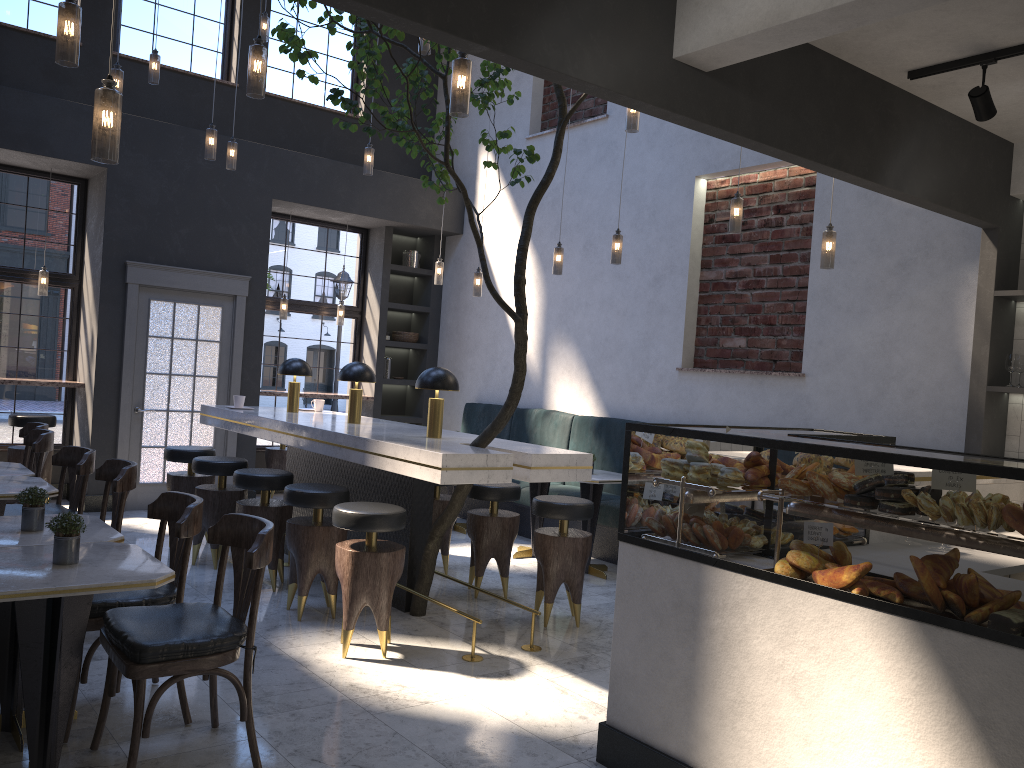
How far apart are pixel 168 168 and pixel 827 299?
5.78m

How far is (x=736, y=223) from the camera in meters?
5.8 m

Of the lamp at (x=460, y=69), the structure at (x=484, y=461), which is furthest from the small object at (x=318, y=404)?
the lamp at (x=460, y=69)

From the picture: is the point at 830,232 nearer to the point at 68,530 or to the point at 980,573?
the point at 980,573

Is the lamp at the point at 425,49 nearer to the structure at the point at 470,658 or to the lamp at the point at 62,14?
the lamp at the point at 62,14

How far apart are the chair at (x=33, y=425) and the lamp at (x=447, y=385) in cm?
181

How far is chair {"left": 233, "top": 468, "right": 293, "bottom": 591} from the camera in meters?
5.4

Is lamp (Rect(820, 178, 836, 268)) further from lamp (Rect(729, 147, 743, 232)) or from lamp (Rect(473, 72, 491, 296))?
lamp (Rect(473, 72, 491, 296))

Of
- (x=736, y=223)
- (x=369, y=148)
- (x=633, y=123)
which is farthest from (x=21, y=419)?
(x=736, y=223)

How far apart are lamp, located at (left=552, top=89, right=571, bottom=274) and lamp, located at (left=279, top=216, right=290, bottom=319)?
3.45m
